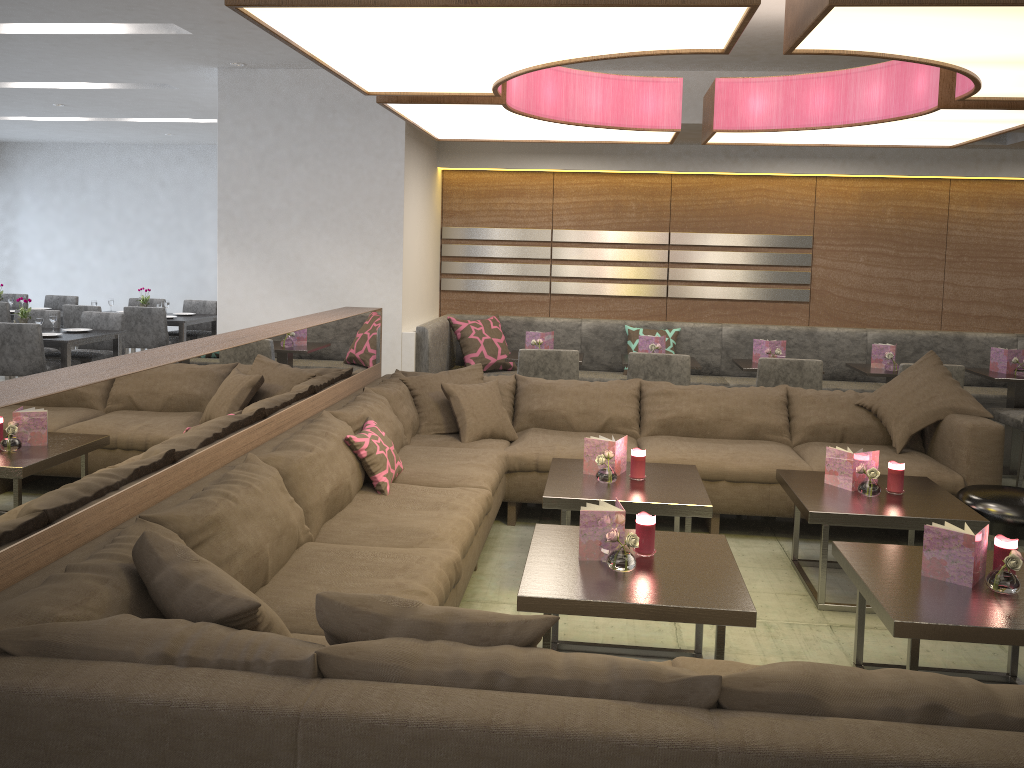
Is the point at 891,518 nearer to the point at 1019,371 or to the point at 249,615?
the point at 249,615

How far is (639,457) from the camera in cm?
Answer: 378

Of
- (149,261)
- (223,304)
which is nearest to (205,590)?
(223,304)

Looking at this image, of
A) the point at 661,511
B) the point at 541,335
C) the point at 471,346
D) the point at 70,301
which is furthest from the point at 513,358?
the point at 70,301

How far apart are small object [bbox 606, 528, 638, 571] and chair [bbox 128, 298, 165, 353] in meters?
7.6 m

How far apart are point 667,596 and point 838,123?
2.05m

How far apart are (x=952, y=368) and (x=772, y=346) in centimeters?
110cm

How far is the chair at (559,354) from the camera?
5.5 meters

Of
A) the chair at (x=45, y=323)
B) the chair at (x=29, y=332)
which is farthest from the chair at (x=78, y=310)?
the chair at (x=29, y=332)

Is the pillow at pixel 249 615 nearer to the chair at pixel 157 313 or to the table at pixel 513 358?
the table at pixel 513 358
